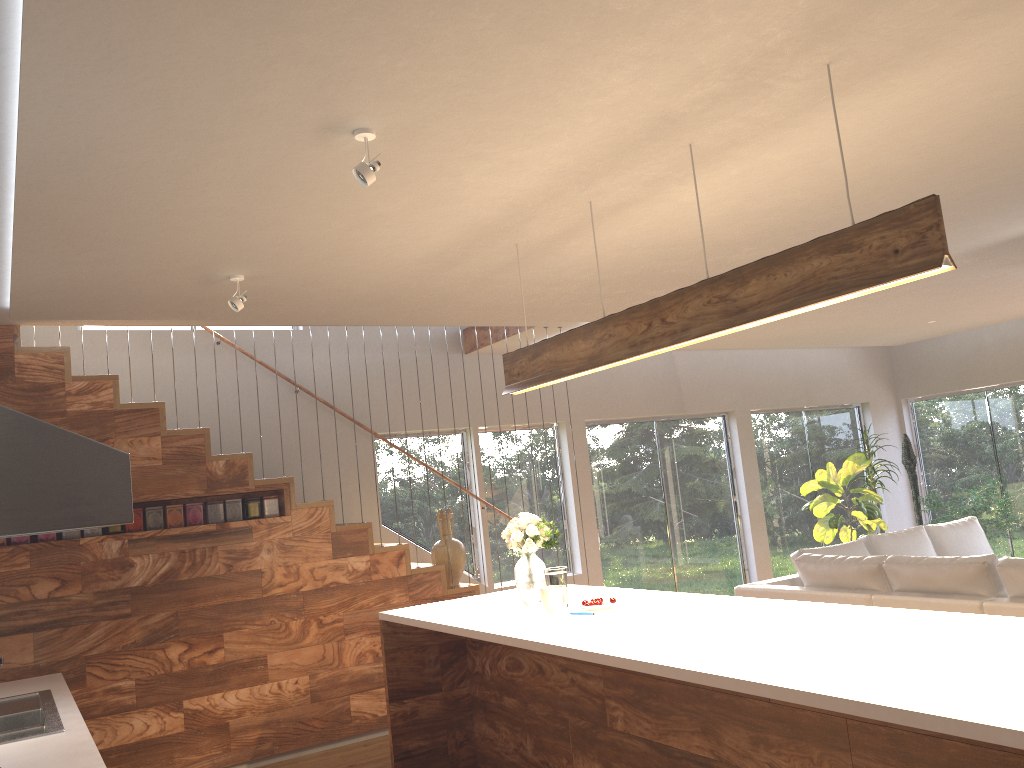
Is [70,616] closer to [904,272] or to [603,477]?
[904,272]

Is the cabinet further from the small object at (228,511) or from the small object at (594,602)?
the small object at (228,511)

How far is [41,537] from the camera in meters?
5.1 m

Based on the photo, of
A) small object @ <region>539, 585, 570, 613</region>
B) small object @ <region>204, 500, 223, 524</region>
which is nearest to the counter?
small object @ <region>204, 500, 223, 524</region>

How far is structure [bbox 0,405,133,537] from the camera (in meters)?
1.96

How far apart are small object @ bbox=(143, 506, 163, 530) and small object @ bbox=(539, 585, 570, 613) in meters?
2.7 m

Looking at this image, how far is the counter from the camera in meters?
3.1

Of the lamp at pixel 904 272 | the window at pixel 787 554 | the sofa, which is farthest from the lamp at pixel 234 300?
the window at pixel 787 554

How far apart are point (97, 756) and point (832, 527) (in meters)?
7.61

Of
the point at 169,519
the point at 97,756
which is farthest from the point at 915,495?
the point at 97,756
